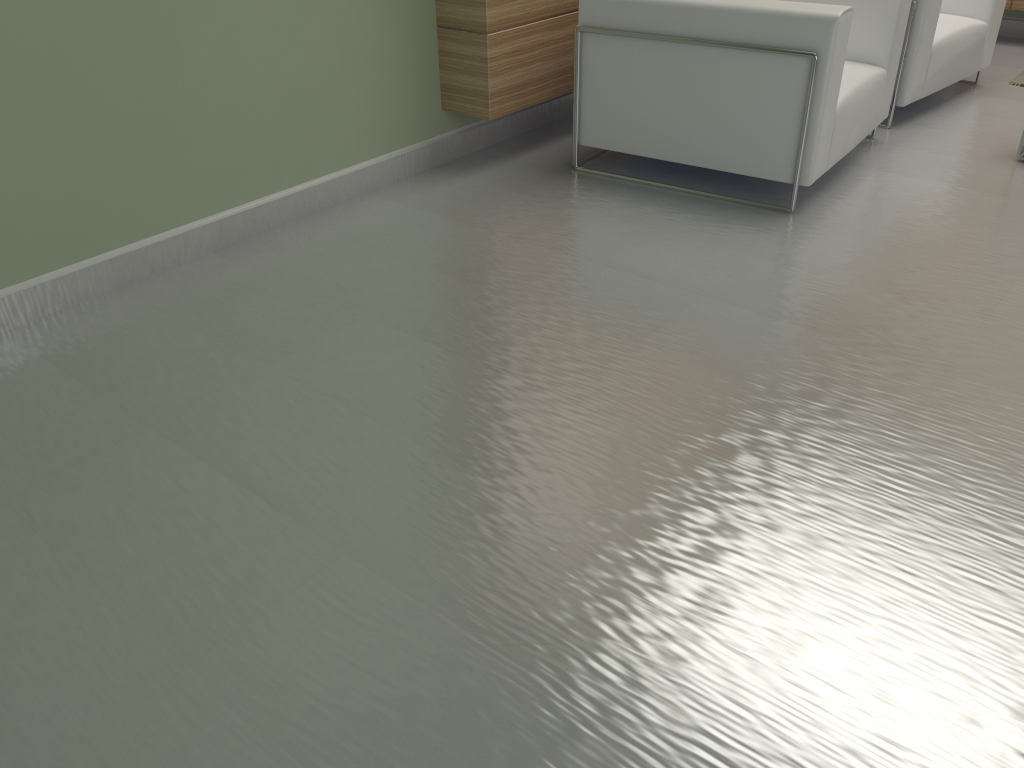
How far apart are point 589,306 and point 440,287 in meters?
0.9

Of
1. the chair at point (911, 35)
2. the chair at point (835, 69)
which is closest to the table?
the chair at point (835, 69)

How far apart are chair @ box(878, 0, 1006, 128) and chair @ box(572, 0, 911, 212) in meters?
0.5 m

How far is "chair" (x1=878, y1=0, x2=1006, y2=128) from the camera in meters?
6.9 m

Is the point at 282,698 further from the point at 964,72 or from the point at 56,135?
the point at 964,72

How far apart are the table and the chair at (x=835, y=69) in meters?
0.9 m

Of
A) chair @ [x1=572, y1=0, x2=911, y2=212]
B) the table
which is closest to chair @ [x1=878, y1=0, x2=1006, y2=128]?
chair @ [x1=572, y1=0, x2=911, y2=212]

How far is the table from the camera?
5.5 meters

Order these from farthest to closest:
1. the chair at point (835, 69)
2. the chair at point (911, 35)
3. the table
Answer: the chair at point (911, 35), the table, the chair at point (835, 69)

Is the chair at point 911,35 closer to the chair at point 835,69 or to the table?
the chair at point 835,69
